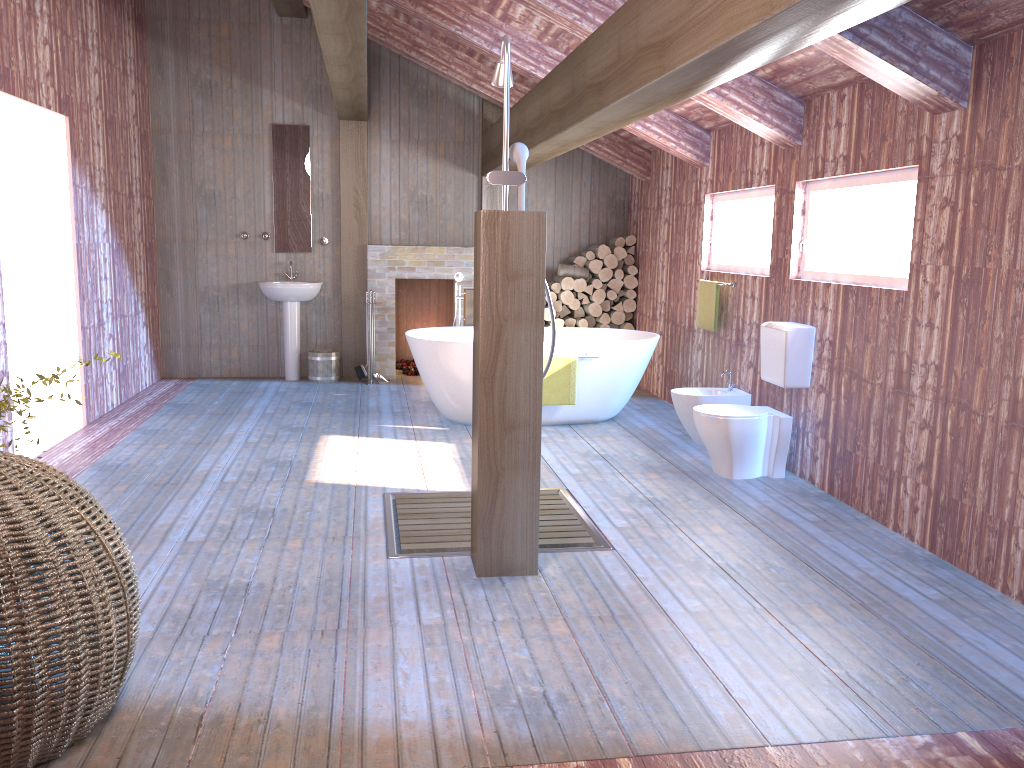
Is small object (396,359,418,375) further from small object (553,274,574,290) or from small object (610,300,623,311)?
small object (610,300,623,311)

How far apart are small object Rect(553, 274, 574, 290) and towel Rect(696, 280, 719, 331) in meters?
2.1

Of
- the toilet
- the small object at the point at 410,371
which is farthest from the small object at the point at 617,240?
the toilet

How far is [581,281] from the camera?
8.6 meters

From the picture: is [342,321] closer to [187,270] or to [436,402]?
[187,270]

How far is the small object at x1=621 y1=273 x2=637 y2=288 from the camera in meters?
8.6 m

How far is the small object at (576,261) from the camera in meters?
8.7 m

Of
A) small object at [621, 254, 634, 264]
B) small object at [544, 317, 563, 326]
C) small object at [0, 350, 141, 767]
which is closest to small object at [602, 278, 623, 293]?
small object at [621, 254, 634, 264]

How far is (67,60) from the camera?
6.04m

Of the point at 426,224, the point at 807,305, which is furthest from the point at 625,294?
the point at 807,305
